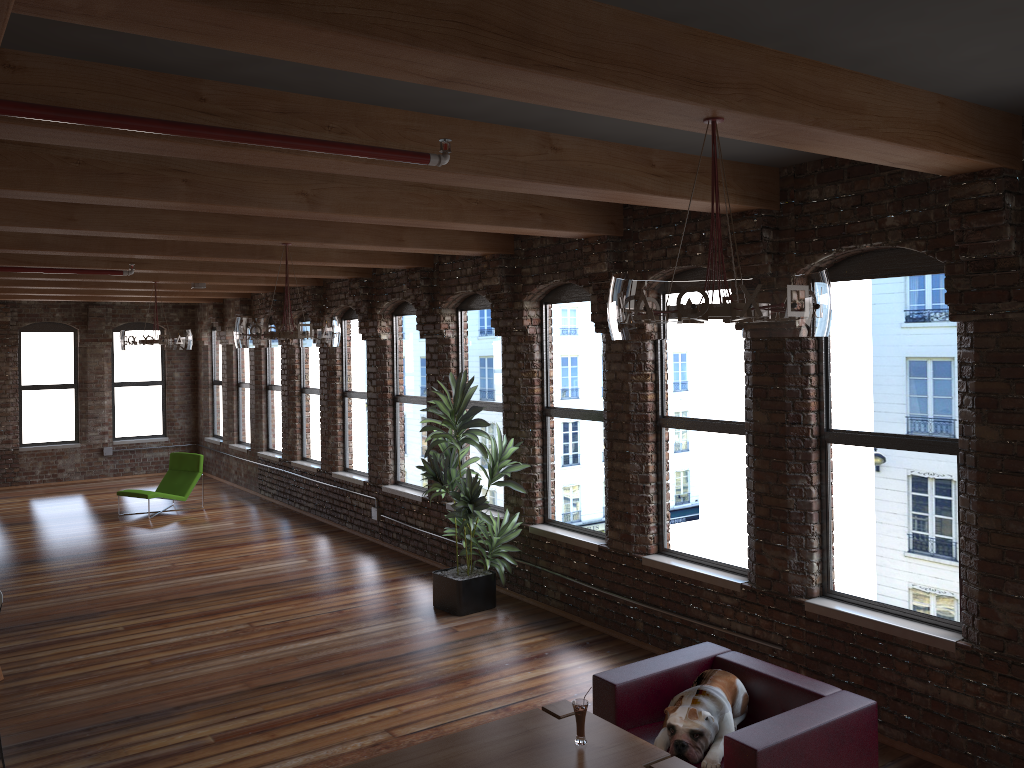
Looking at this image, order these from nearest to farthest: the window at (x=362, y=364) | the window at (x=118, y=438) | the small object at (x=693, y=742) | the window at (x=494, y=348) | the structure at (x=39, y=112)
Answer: the structure at (x=39, y=112), the small object at (x=693, y=742), the window at (x=494, y=348), the window at (x=362, y=364), the window at (x=118, y=438)

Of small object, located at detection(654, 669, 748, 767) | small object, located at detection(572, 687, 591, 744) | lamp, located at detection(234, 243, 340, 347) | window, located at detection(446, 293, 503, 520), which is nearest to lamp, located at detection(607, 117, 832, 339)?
small object, located at detection(572, 687, 591, 744)

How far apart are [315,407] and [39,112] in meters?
9.9

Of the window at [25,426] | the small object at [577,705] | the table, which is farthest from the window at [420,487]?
the window at [25,426]

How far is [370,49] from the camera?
2.4 meters

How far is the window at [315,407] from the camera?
12.4 meters

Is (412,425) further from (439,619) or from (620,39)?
(620,39)

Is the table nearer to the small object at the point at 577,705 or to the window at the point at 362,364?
the small object at the point at 577,705

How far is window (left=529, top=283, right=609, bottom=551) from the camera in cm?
745

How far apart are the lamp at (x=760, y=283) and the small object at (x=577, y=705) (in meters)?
1.74
